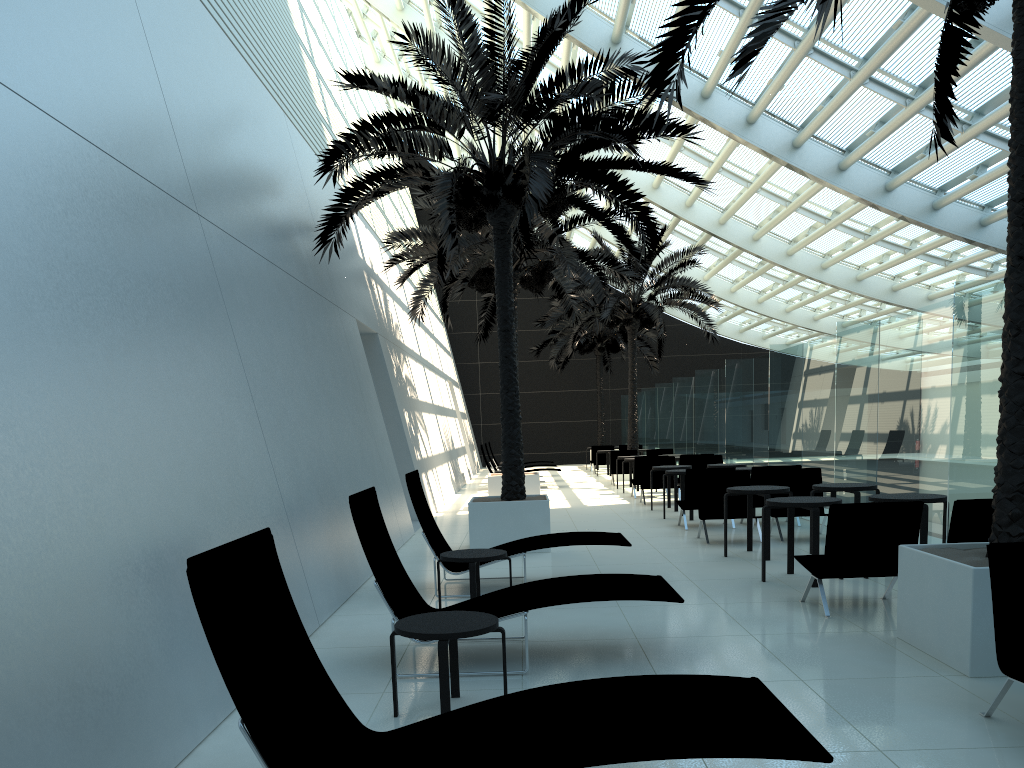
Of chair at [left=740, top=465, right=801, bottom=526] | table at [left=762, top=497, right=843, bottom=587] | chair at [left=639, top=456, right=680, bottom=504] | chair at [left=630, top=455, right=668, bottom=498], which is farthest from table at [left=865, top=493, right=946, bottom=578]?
chair at [left=630, top=455, right=668, bottom=498]

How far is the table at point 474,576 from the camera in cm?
678

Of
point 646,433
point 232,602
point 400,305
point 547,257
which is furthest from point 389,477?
point 547,257

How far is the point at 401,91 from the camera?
10.32m

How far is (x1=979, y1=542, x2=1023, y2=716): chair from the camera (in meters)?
4.12

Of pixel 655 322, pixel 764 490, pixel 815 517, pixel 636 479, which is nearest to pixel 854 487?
pixel 764 490

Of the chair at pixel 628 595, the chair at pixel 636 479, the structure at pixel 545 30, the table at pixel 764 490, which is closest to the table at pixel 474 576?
the chair at pixel 628 595

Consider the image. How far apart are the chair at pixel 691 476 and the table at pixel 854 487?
Answer: 2.78m

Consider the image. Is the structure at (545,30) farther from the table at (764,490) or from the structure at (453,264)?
the table at (764,490)

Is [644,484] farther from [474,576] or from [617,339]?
[617,339]
